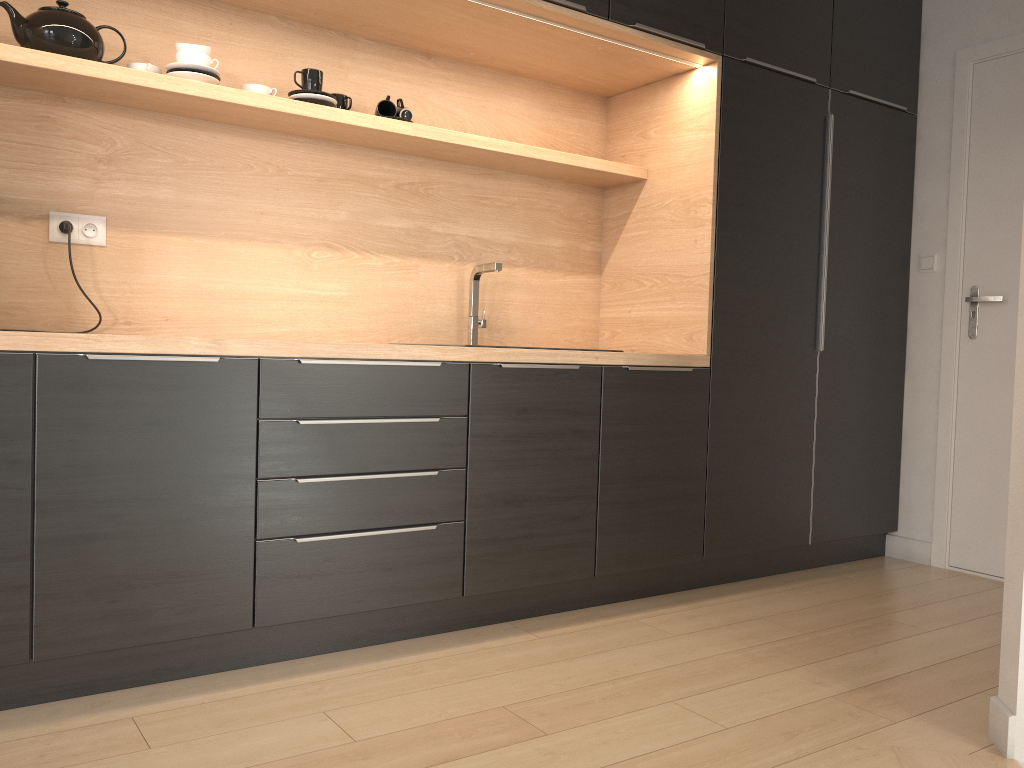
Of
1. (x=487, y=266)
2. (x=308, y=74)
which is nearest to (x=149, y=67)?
(x=308, y=74)

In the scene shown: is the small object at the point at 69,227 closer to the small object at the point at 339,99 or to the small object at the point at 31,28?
the small object at the point at 31,28

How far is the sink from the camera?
3.0m

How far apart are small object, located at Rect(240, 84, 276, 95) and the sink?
0.89m

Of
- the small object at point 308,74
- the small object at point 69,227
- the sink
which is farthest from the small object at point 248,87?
the sink

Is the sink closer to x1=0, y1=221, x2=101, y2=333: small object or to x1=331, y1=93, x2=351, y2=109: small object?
x1=331, y1=93, x2=351, y2=109: small object

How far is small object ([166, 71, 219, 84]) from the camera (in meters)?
2.44

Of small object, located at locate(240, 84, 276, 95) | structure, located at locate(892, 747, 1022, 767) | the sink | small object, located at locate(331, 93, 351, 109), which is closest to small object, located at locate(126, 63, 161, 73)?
small object, located at locate(240, 84, 276, 95)

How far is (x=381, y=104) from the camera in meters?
2.9 m

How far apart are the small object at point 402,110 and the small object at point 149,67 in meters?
0.7 m
